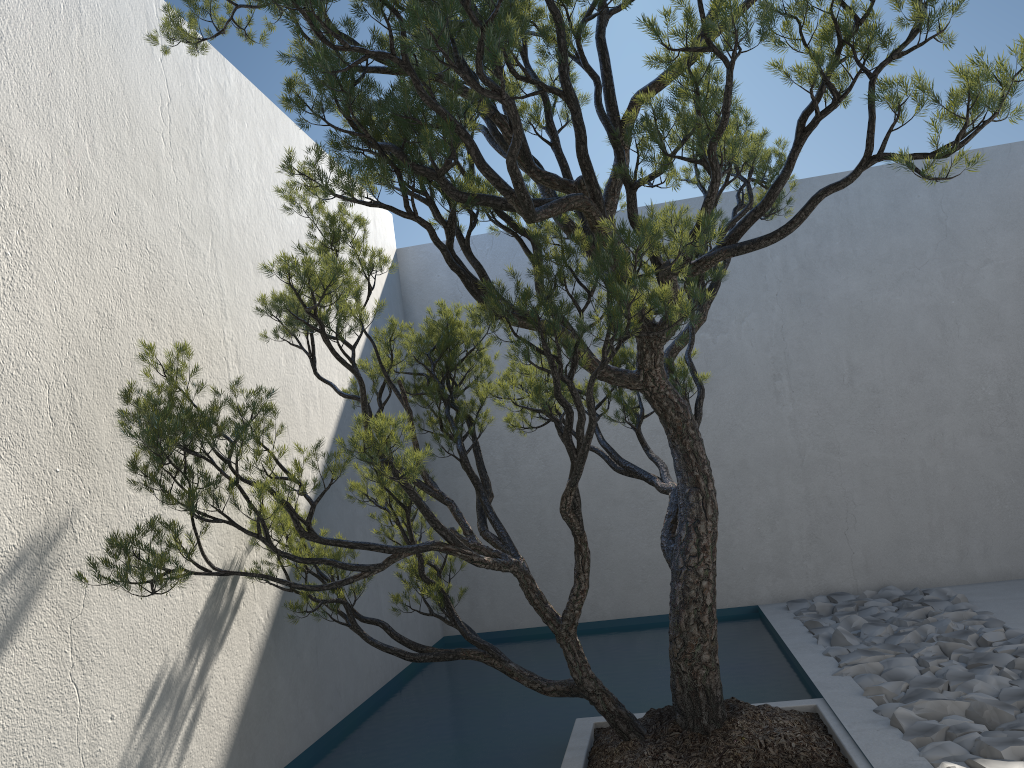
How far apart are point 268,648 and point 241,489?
1.3 meters

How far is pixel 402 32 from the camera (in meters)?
2.21

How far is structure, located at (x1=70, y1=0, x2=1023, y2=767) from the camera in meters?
2.2 m

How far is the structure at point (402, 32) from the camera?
2.2 meters

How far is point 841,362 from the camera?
5.8m
